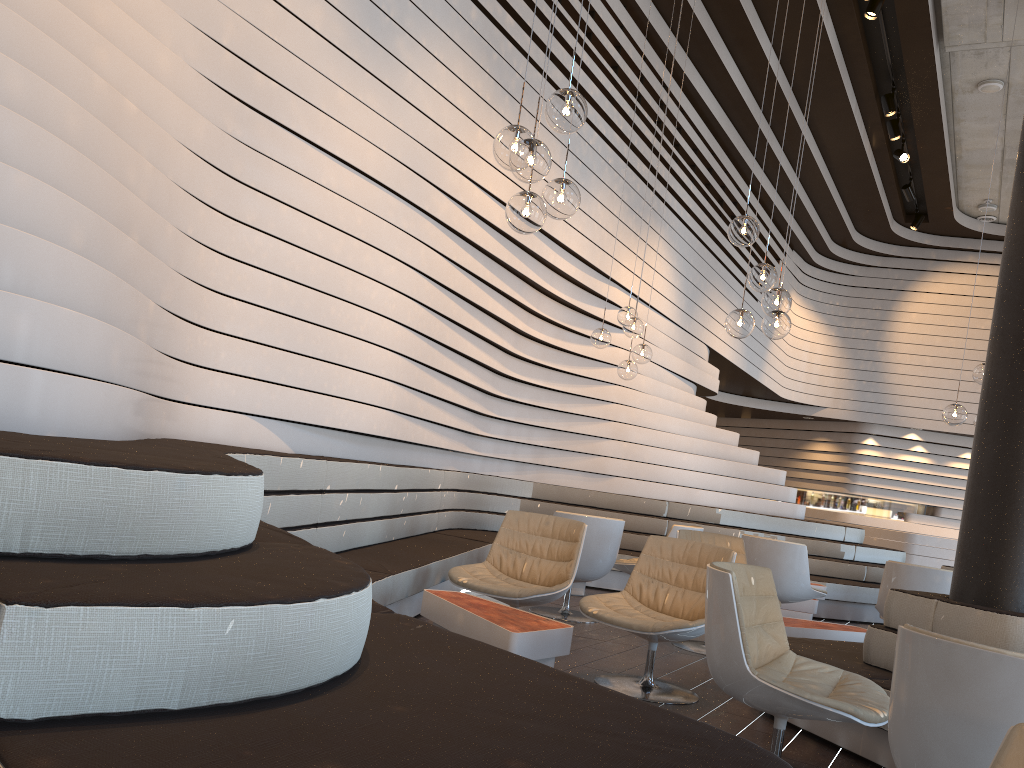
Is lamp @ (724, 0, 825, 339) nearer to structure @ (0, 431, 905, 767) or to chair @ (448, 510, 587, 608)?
chair @ (448, 510, 587, 608)

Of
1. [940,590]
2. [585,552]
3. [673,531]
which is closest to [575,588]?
[673,531]

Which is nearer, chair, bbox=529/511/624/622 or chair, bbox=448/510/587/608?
chair, bbox=448/510/587/608

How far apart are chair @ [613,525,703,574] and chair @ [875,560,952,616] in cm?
150

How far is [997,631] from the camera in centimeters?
352cm

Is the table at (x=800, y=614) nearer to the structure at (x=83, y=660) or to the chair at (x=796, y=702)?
the structure at (x=83, y=660)

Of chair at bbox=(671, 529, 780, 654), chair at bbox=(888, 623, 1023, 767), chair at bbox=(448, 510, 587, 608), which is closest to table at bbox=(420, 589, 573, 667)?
chair at bbox=(448, 510, 587, 608)

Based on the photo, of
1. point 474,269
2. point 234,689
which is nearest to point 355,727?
point 234,689

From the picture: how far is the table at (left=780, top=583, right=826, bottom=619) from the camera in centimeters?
759cm

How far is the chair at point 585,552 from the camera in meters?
6.1 m
